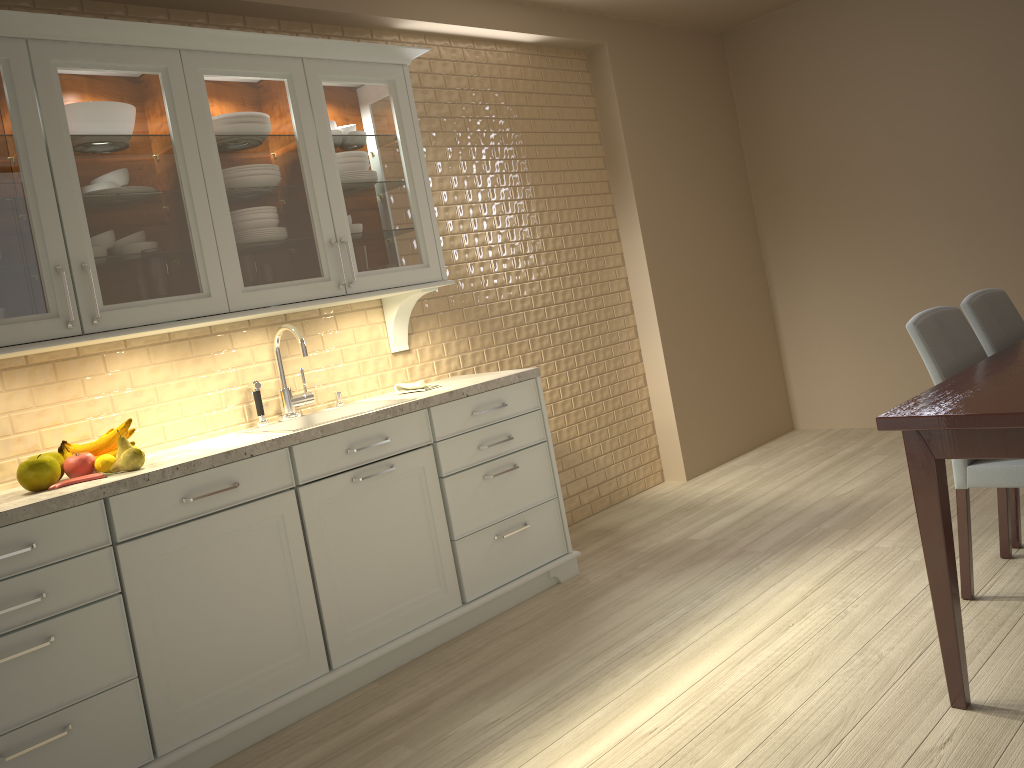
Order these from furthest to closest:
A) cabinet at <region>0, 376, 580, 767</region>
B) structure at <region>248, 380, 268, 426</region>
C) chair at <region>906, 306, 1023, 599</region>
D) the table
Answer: structure at <region>248, 380, 268, 426</region>, chair at <region>906, 306, 1023, 599</region>, cabinet at <region>0, 376, 580, 767</region>, the table

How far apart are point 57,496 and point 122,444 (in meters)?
0.31

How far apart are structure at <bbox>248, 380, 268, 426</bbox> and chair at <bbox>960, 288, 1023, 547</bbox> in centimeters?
237cm

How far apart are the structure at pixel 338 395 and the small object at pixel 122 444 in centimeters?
→ 93cm

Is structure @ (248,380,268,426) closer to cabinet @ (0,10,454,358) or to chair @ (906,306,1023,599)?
cabinet @ (0,10,454,358)

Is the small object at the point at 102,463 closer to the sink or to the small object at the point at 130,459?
the small object at the point at 130,459

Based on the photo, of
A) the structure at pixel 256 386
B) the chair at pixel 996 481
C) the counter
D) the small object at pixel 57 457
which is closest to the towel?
the counter

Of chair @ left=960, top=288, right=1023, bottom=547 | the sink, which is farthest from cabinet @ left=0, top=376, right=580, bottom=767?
chair @ left=960, top=288, right=1023, bottom=547

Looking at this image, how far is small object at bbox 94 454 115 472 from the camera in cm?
248

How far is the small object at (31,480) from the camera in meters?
2.3 m
